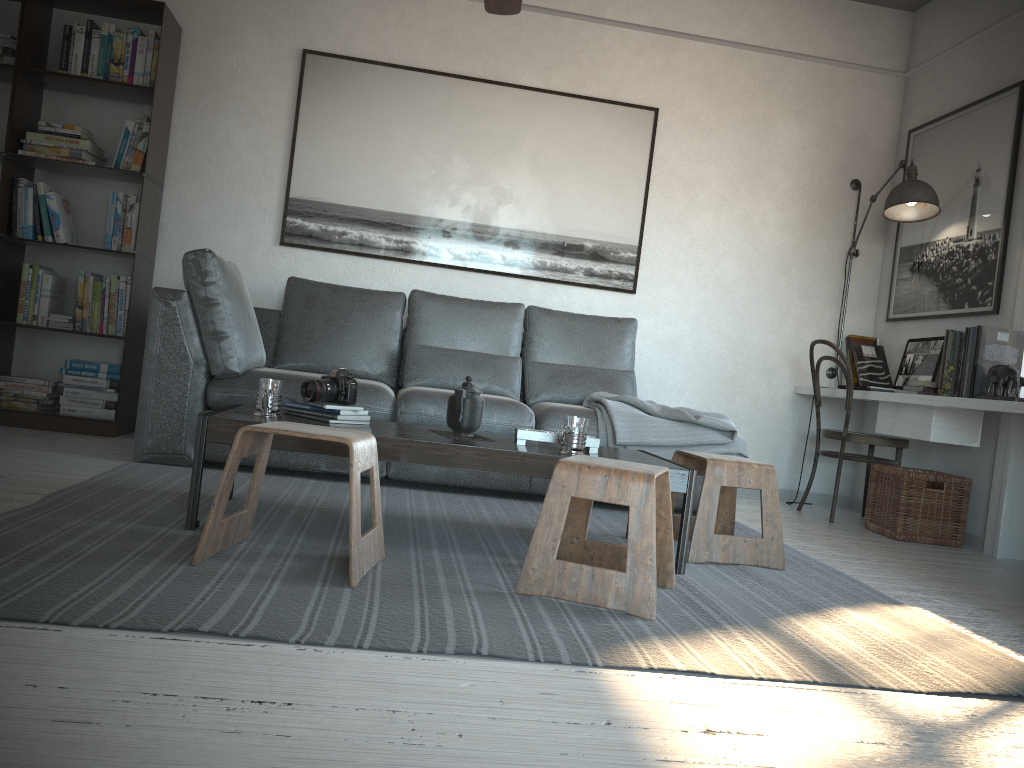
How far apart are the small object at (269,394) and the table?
0.0m

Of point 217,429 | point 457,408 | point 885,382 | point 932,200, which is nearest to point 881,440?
point 885,382

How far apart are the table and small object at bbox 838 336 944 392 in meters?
2.0 m

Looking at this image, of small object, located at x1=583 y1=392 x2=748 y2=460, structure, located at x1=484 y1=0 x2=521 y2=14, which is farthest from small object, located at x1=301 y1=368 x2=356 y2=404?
structure, located at x1=484 y1=0 x2=521 y2=14

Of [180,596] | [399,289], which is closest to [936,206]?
[399,289]

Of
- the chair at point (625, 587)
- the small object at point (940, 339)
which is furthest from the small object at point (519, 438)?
the small object at point (940, 339)

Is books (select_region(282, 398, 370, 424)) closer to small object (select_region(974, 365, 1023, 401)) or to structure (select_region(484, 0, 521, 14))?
structure (select_region(484, 0, 521, 14))

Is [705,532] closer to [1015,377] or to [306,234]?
[1015,377]

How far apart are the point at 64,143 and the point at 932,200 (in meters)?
4.25

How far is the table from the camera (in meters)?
2.46
